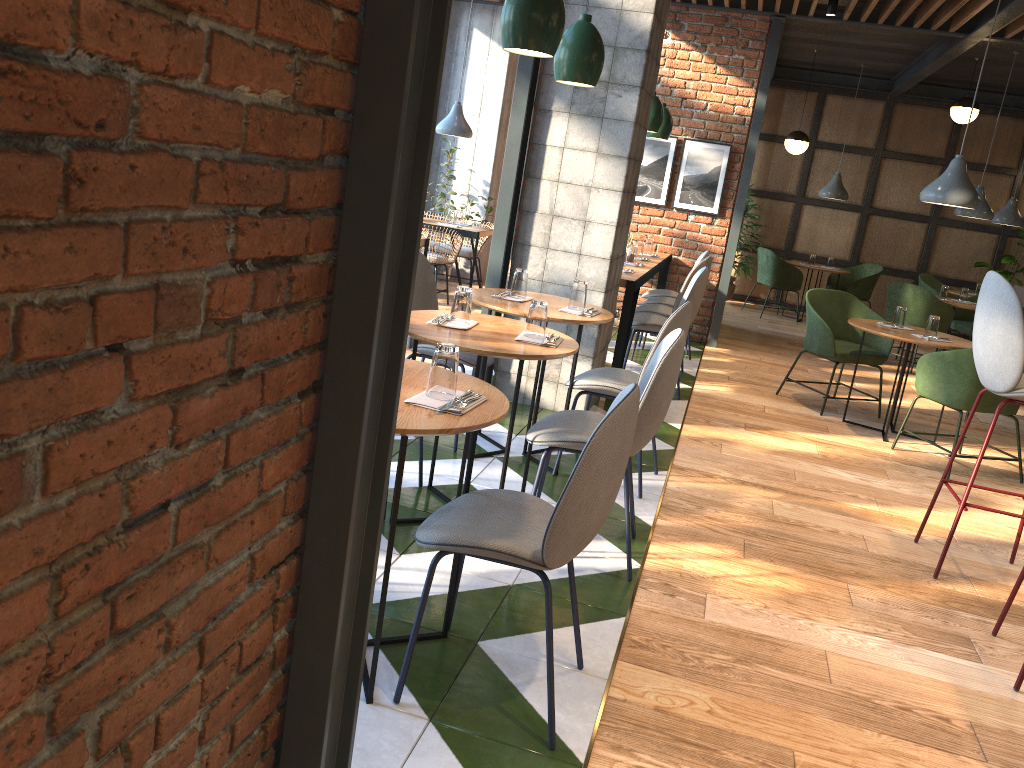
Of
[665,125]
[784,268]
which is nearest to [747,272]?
[784,268]

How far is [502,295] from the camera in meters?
4.1

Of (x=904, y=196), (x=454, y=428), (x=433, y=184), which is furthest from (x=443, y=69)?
(x=454, y=428)

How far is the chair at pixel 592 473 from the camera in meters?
2.1

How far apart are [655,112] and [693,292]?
1.6m

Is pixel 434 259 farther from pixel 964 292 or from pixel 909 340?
pixel 964 292

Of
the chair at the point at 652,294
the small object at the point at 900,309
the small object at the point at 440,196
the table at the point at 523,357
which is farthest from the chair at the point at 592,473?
the small object at the point at 440,196

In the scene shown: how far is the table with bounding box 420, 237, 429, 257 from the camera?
6.6m

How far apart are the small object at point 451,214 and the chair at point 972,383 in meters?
4.4 m

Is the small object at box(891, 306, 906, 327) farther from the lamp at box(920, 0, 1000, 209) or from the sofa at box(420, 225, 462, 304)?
the sofa at box(420, 225, 462, 304)
